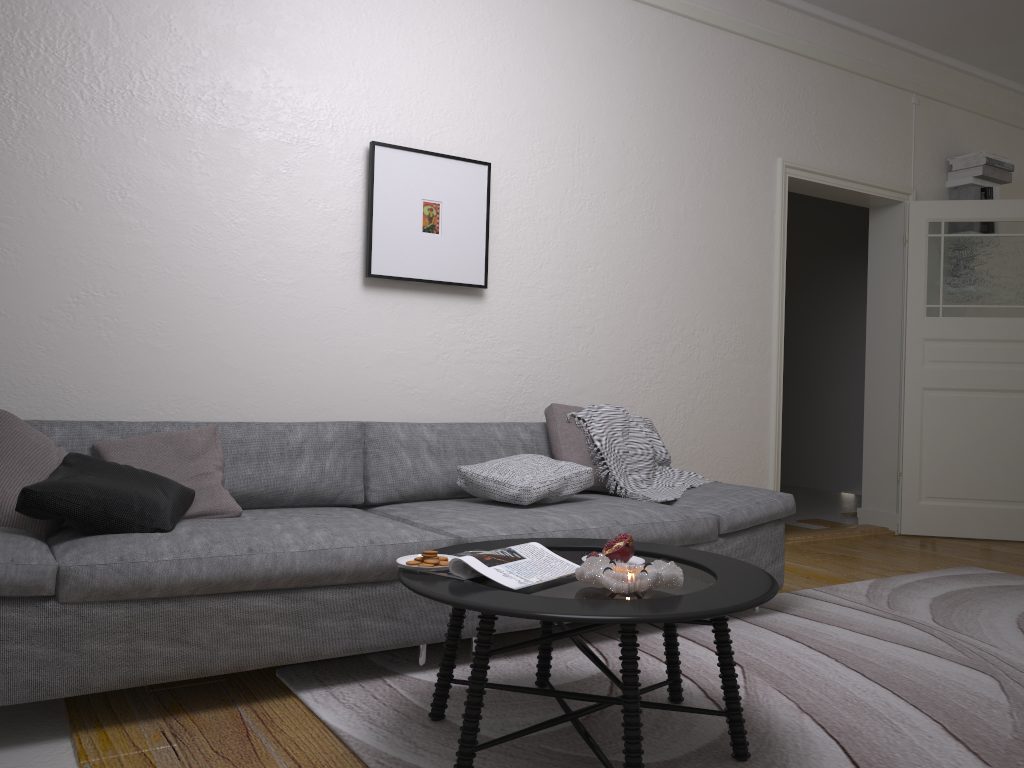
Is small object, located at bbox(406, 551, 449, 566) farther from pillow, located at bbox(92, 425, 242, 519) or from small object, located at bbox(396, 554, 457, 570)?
pillow, located at bbox(92, 425, 242, 519)

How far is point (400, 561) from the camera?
2.21m

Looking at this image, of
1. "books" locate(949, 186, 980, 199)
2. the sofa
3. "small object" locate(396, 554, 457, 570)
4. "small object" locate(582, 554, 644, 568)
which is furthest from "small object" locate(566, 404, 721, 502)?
"books" locate(949, 186, 980, 199)

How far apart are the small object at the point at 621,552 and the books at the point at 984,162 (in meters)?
4.73

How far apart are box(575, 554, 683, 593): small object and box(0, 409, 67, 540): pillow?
1.61m

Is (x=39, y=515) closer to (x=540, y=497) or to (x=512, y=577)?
(x=512, y=577)

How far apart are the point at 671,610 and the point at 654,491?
2.0 meters

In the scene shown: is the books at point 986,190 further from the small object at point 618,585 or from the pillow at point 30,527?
the pillow at point 30,527

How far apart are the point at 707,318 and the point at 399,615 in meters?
2.8

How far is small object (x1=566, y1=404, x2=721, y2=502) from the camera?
3.77m
